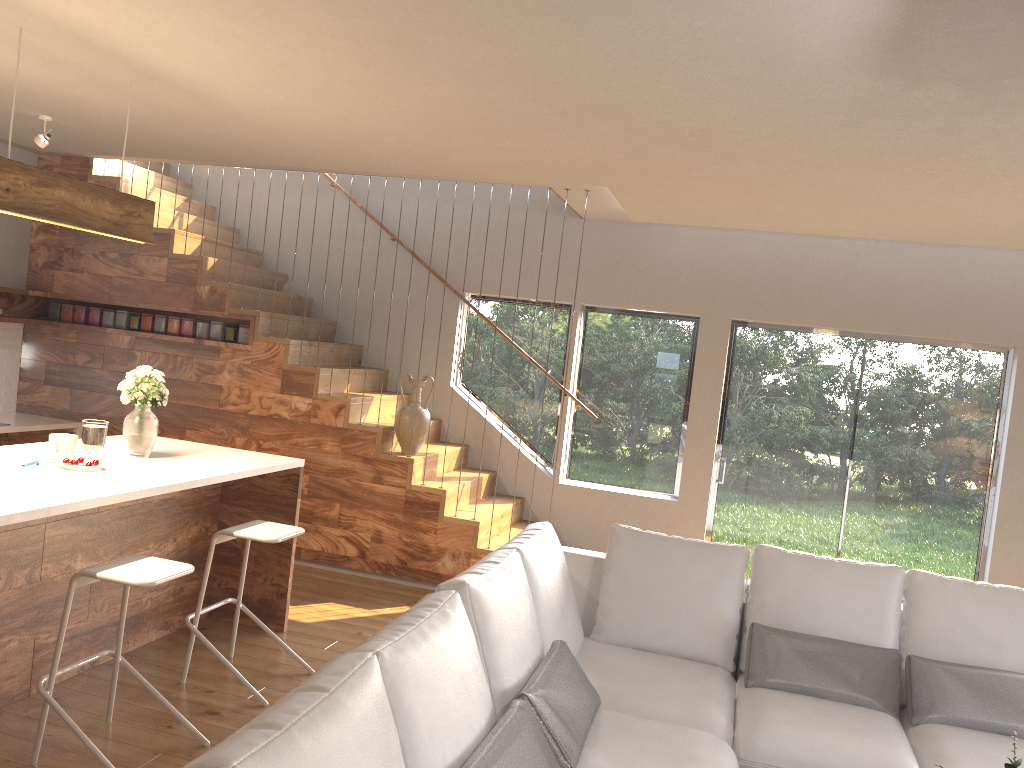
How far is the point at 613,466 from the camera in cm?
714

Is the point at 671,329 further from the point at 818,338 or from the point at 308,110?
the point at 308,110

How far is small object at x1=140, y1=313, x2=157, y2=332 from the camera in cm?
669

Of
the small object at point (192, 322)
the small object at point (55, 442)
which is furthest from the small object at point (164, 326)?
the small object at point (55, 442)

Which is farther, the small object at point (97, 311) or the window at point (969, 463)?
the small object at point (97, 311)

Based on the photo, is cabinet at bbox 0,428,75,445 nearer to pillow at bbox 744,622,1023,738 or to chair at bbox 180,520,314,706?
chair at bbox 180,520,314,706

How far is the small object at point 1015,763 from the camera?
2.4m

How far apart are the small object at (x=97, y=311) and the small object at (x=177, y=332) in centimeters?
64cm

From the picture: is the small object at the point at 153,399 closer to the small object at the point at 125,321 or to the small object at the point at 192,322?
the small object at the point at 192,322

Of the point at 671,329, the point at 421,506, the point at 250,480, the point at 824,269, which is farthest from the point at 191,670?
the point at 824,269
